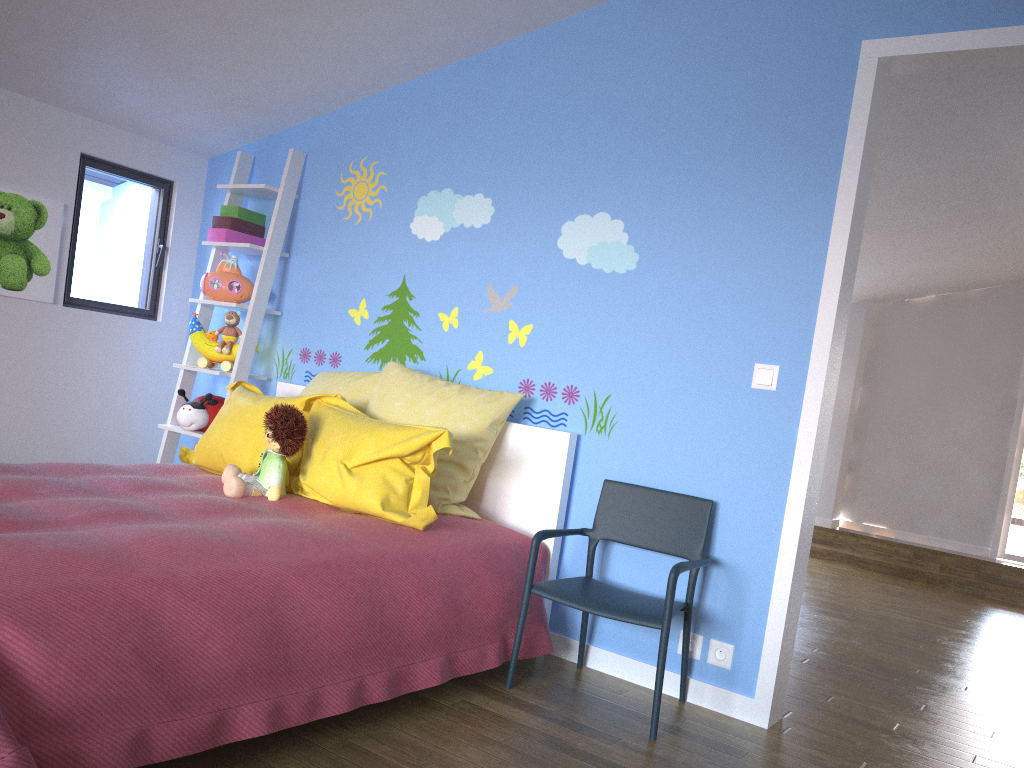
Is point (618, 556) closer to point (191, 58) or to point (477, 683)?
point (477, 683)

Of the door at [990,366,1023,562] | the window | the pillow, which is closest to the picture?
the window

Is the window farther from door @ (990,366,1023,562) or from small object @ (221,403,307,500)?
door @ (990,366,1023,562)

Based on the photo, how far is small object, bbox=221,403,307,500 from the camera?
2.8m

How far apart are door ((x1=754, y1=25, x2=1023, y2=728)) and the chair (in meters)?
0.22

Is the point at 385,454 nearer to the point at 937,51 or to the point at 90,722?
the point at 90,722

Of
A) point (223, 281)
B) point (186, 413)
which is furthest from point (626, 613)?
point (223, 281)

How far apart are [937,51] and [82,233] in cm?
357

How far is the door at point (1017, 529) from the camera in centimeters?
806cm

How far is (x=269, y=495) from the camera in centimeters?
280cm
